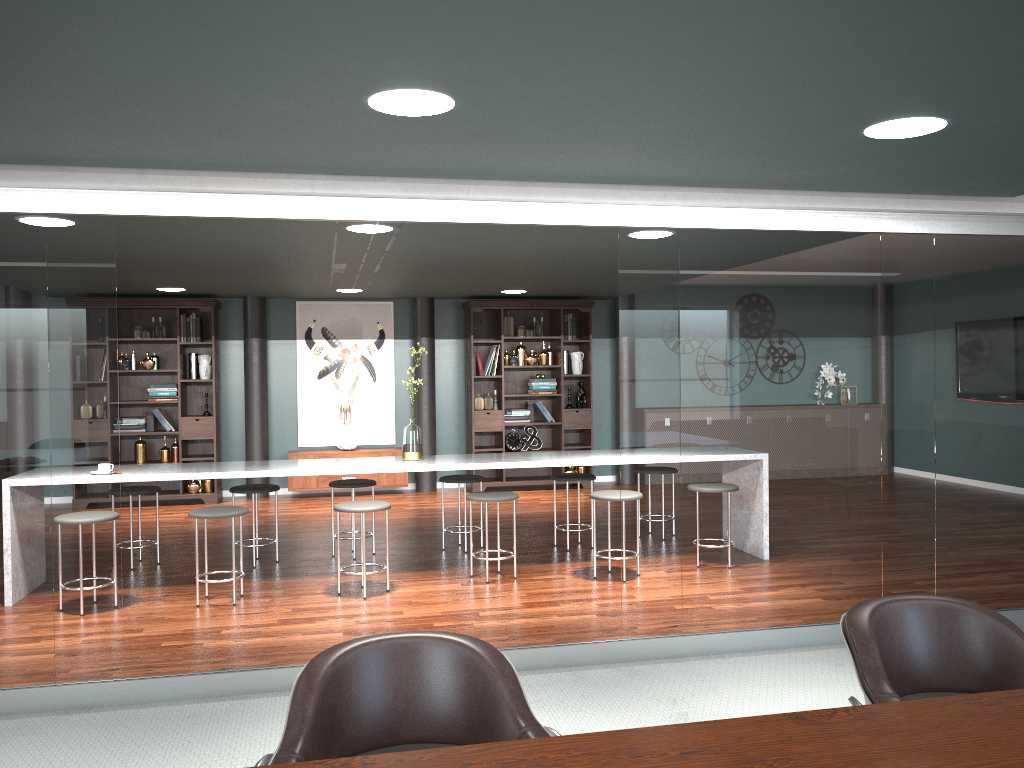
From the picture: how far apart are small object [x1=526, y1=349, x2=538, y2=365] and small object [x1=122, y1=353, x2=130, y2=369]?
3.95m

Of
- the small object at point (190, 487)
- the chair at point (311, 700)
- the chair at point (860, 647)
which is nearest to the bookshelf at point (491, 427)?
the small object at point (190, 487)

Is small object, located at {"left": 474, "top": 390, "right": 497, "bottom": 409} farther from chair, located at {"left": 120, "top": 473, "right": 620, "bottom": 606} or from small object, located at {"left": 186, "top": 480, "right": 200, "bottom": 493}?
chair, located at {"left": 120, "top": 473, "right": 620, "bottom": 606}

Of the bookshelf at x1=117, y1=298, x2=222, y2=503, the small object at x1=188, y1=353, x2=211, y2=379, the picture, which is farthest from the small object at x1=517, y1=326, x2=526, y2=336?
the small object at x1=188, y1=353, x2=211, y2=379

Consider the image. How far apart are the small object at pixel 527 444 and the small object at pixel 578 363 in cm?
81

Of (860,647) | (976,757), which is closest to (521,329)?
(860,647)

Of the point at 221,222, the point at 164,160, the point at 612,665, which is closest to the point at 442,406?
the point at 221,222

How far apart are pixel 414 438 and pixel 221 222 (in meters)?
1.82

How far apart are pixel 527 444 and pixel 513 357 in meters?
1.0

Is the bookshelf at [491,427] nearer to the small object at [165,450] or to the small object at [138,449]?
the small object at [165,450]
